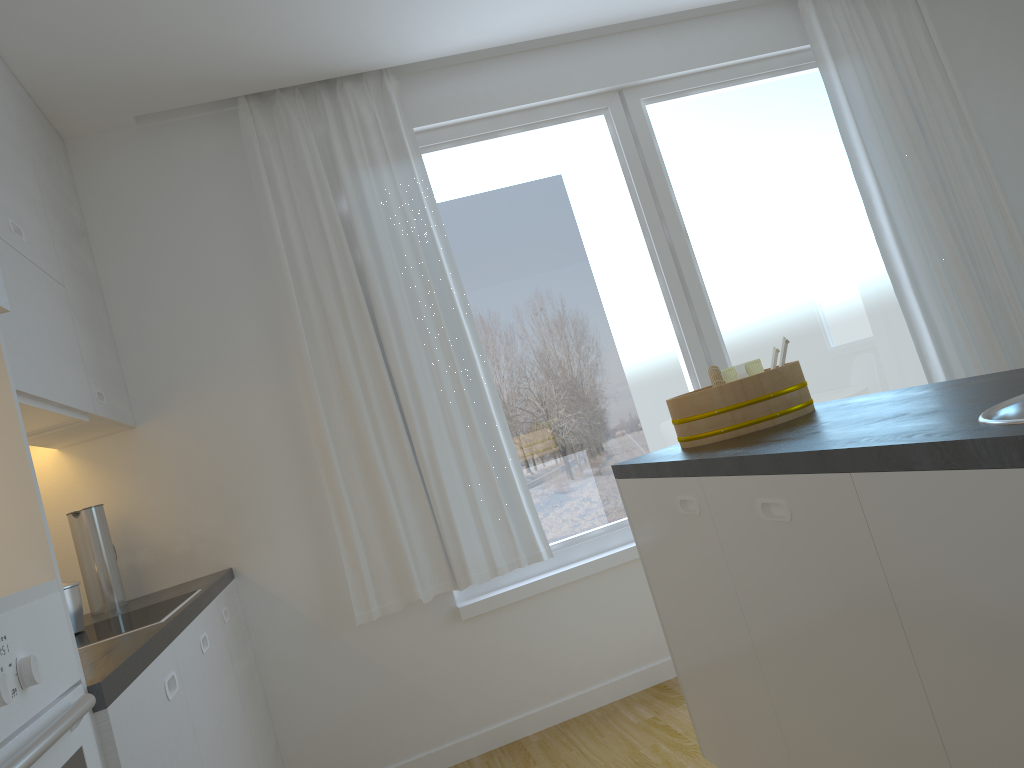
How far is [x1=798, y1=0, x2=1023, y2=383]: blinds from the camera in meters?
4.0 m

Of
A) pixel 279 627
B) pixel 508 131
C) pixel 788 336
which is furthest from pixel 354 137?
pixel 788 336

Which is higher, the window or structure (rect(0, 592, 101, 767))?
the window

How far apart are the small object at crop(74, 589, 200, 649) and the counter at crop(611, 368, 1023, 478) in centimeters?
125cm

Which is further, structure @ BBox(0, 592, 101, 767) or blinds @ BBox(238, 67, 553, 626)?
blinds @ BBox(238, 67, 553, 626)

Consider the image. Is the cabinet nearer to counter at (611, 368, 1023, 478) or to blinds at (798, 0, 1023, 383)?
counter at (611, 368, 1023, 478)

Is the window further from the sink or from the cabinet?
the sink

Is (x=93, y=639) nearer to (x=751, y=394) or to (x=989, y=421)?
(x=751, y=394)

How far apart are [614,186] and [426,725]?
2.4m

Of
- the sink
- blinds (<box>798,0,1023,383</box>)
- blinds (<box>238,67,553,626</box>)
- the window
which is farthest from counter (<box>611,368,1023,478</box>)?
blinds (<box>798,0,1023,383</box>)
